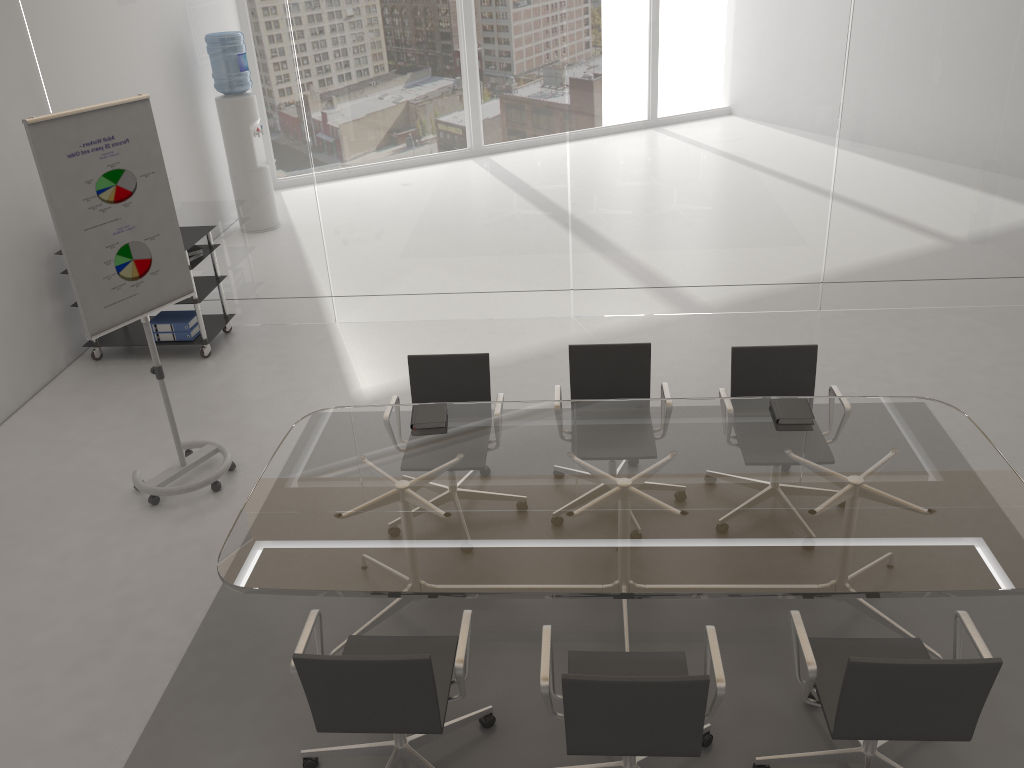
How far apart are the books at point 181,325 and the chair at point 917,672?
4.96m

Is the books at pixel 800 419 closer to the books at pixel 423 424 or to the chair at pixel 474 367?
the chair at pixel 474 367

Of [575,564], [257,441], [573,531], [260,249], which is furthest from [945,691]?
[260,249]

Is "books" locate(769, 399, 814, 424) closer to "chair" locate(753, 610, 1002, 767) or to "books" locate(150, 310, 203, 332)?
"chair" locate(753, 610, 1002, 767)

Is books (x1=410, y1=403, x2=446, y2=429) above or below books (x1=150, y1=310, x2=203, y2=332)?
above

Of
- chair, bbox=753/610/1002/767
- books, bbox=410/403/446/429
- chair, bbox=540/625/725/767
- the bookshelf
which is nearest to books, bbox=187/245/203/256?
the bookshelf

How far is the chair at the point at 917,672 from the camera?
2.5m

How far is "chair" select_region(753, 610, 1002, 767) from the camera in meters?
2.5 m

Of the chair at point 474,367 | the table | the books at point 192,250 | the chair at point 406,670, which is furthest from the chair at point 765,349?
the books at point 192,250

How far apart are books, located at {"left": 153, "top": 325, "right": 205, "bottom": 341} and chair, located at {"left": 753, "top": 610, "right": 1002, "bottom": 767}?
5.0m
